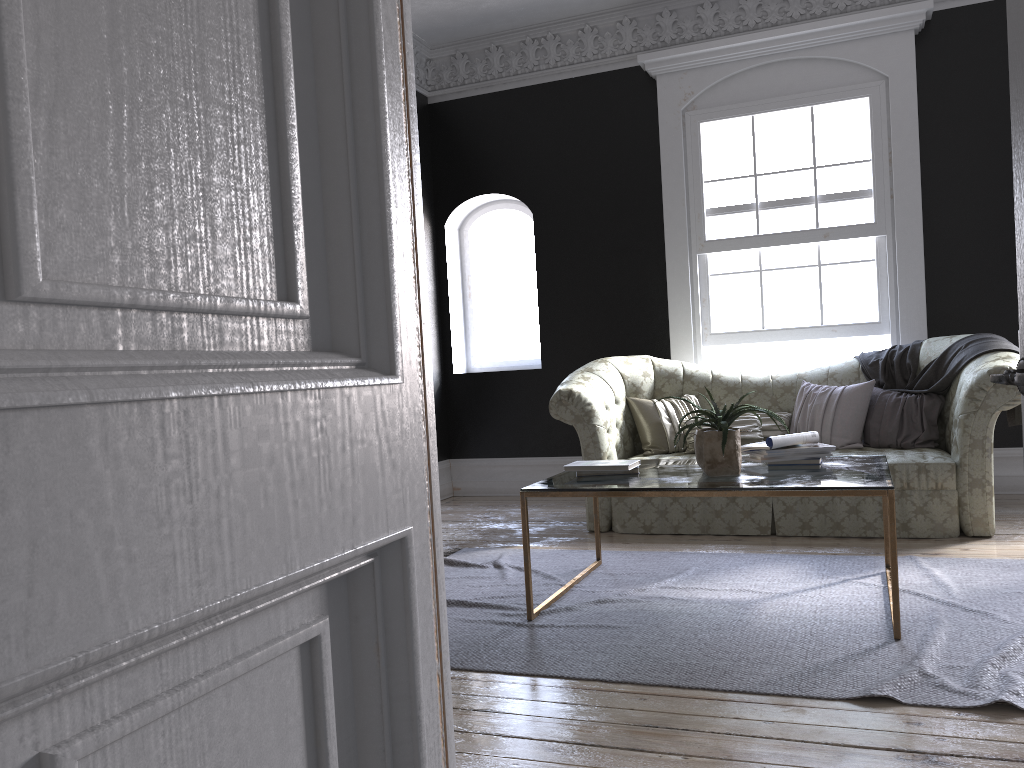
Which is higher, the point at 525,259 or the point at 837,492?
the point at 525,259

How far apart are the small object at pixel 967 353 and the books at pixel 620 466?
2.5 meters

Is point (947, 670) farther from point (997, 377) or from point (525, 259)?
point (525, 259)

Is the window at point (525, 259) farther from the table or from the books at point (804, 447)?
the books at point (804, 447)

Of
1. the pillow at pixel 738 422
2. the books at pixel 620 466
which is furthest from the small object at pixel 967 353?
the books at pixel 620 466

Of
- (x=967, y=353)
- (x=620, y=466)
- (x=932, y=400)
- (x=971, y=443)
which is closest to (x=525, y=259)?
(x=932, y=400)

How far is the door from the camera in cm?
163

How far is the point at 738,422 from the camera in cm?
590

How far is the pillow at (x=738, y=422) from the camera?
5.9 meters

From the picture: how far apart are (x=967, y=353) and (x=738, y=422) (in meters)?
1.43
